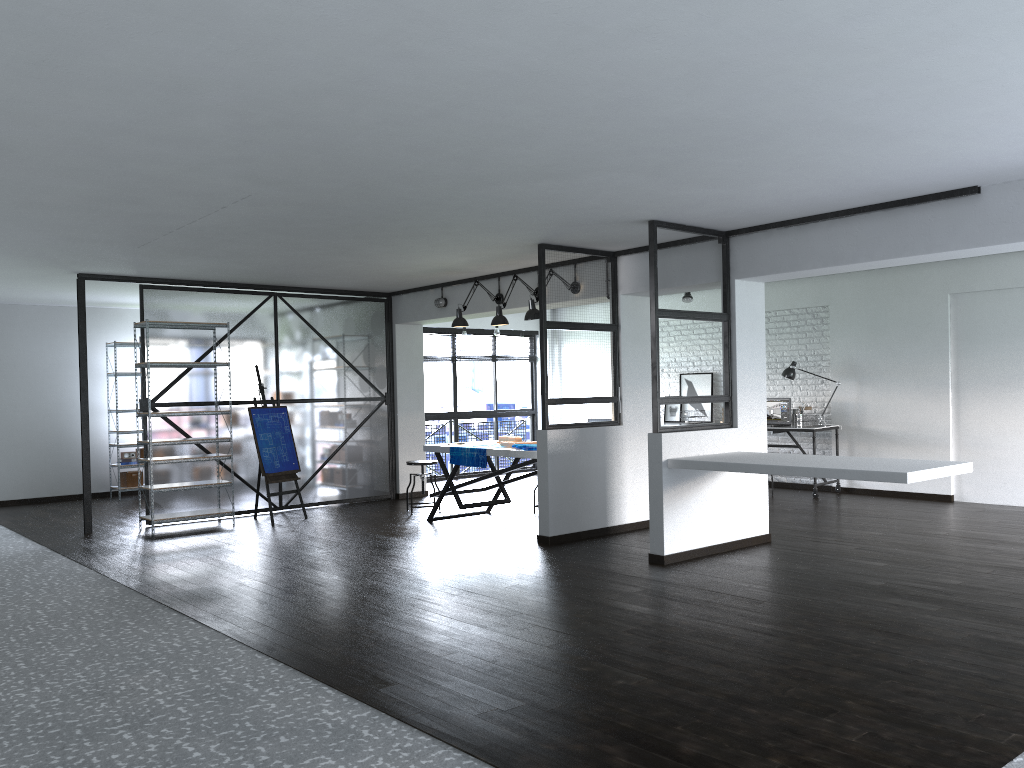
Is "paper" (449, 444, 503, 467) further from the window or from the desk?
the window

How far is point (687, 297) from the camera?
10.29m

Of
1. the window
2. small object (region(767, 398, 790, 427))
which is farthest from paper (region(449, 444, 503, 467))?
the window

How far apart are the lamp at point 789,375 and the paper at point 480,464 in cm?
392

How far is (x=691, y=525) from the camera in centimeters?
607cm

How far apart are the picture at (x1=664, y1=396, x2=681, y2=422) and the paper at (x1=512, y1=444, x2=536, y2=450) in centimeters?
438cm

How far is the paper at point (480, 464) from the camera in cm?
745

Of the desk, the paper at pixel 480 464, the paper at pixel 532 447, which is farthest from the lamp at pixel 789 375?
the paper at pixel 480 464

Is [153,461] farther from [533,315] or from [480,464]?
[533,315]

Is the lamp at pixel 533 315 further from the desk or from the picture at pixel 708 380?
the picture at pixel 708 380
